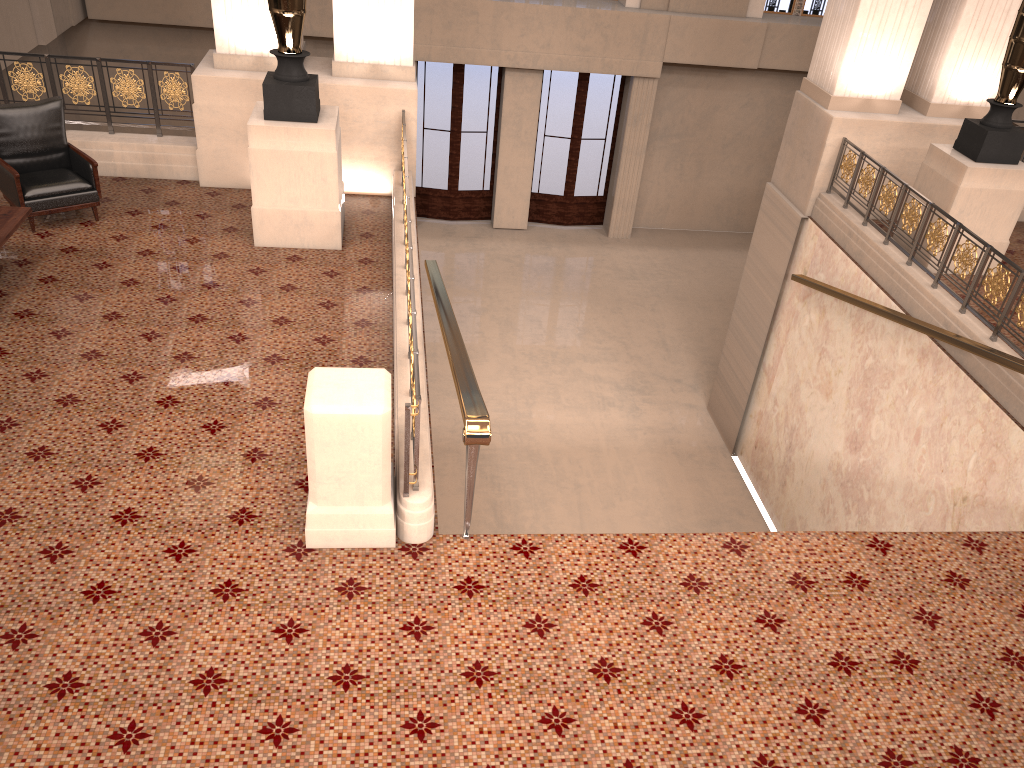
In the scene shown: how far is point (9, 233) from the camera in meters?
6.1

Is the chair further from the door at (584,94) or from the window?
the window

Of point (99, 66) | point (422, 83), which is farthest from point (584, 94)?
point (99, 66)

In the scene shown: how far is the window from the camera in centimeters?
1545cm

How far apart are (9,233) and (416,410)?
3.8m

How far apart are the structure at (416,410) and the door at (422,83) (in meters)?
8.60

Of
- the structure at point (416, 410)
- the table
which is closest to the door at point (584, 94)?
the structure at point (416, 410)

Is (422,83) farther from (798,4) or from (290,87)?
(290,87)

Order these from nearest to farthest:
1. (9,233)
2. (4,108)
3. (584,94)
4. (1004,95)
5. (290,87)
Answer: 1. (9,233)
2. (290,87)
3. (4,108)
4. (1004,95)
5. (584,94)

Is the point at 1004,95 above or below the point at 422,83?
above
